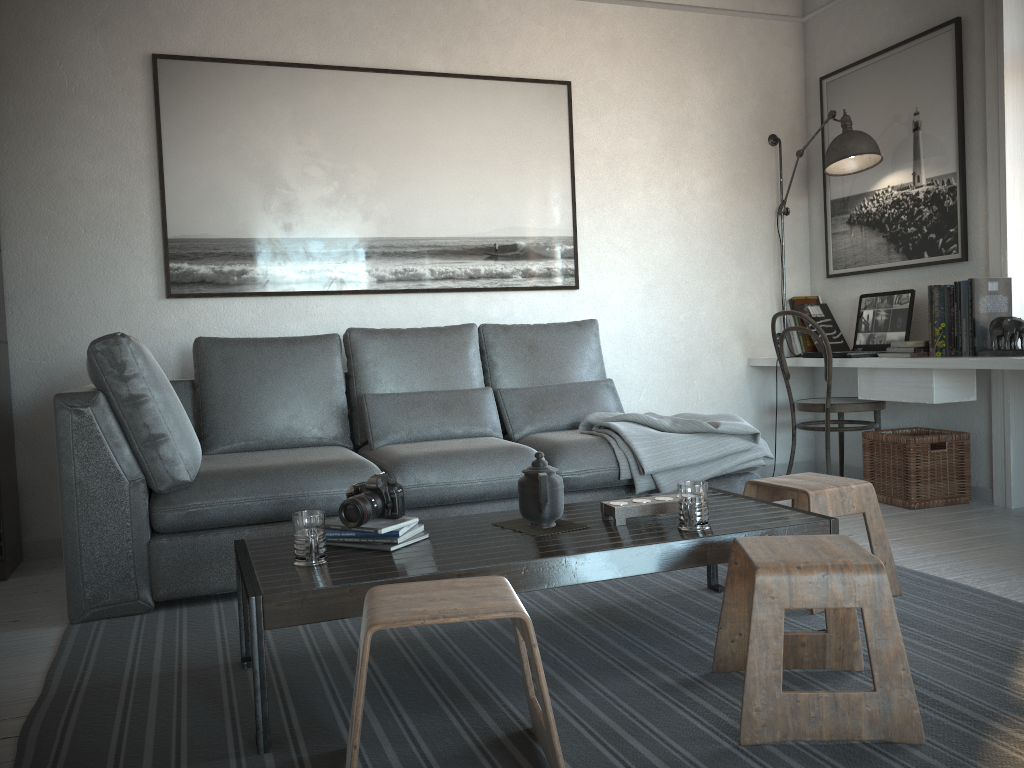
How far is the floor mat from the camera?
1.7m

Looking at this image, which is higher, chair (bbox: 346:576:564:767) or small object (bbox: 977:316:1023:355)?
small object (bbox: 977:316:1023:355)

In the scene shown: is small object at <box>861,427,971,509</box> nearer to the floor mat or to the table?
the floor mat

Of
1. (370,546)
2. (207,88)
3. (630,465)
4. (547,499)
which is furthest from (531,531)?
(207,88)

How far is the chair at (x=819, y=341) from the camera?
4.20m

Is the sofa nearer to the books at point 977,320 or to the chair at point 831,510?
the chair at point 831,510

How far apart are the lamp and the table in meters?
2.3 m

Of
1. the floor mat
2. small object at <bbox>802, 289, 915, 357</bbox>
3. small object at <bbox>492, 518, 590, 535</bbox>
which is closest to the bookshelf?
the floor mat

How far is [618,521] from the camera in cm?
229

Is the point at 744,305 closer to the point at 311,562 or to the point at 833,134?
the point at 833,134
